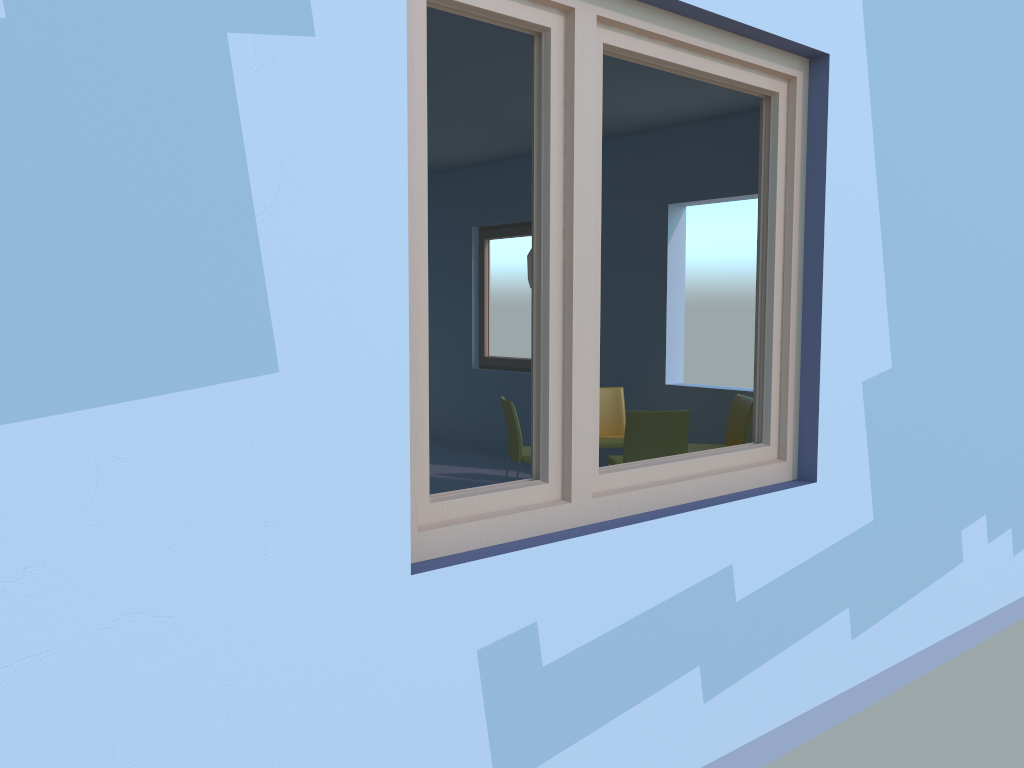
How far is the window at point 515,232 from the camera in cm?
753

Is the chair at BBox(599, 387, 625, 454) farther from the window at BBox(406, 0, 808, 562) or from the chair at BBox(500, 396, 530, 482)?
the window at BBox(406, 0, 808, 562)

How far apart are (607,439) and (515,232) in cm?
239

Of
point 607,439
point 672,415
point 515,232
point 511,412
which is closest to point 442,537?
point 672,415

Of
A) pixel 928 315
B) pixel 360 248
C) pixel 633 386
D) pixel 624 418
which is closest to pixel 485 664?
pixel 360 248

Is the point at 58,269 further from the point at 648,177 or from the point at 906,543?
the point at 648,177

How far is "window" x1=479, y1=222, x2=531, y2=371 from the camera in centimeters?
753cm

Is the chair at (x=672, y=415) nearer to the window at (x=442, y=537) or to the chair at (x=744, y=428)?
the chair at (x=744, y=428)

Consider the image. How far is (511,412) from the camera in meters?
5.3

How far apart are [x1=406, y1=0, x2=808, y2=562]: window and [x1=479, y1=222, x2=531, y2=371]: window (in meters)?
4.83
